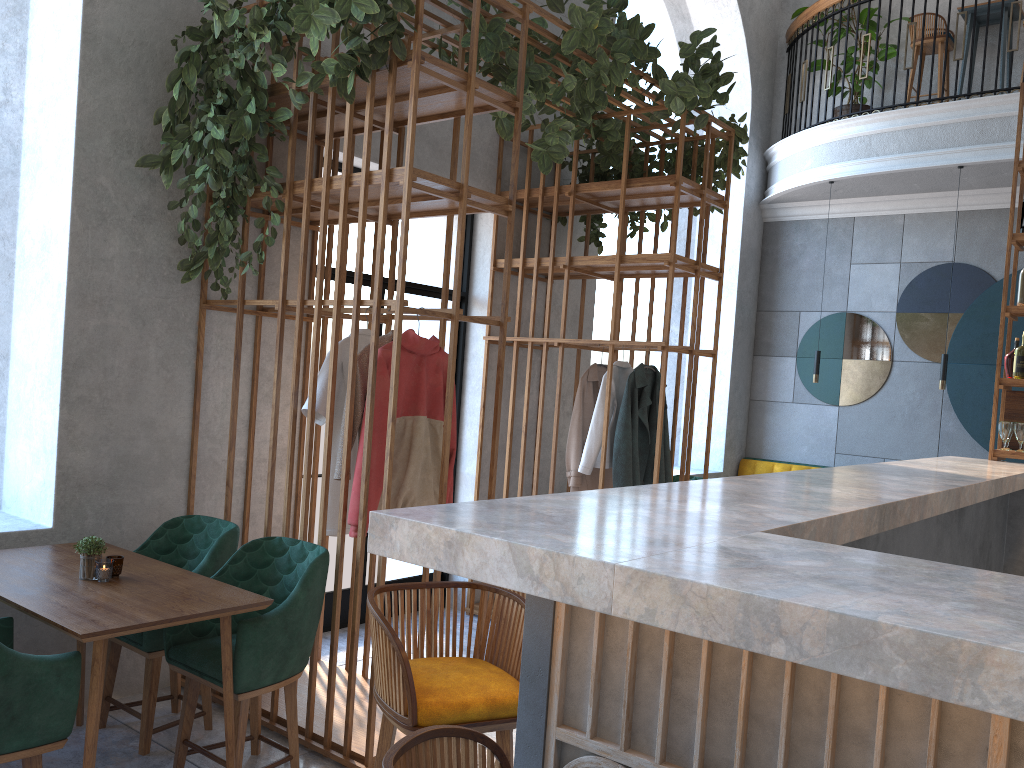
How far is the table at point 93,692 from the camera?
2.6 meters

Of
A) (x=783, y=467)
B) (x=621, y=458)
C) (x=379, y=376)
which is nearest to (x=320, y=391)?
(x=379, y=376)

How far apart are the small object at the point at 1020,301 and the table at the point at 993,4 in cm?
348

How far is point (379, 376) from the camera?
3.5m

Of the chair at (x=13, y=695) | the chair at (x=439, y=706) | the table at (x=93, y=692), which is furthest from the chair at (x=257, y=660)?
the chair at (x=439, y=706)

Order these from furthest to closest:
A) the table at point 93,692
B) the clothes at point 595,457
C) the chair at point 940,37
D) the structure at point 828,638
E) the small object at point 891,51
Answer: the small object at point 891,51
the chair at point 940,37
the clothes at point 595,457
the table at point 93,692
the structure at point 828,638

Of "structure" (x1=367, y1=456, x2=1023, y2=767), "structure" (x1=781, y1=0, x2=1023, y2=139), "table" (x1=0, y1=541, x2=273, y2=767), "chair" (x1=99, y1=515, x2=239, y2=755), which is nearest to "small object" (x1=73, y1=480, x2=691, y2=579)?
"table" (x1=0, y1=541, x2=273, y2=767)

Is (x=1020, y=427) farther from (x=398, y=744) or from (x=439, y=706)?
(x=398, y=744)

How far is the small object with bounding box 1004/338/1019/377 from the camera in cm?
532

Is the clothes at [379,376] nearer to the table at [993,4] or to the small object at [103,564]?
the small object at [103,564]
